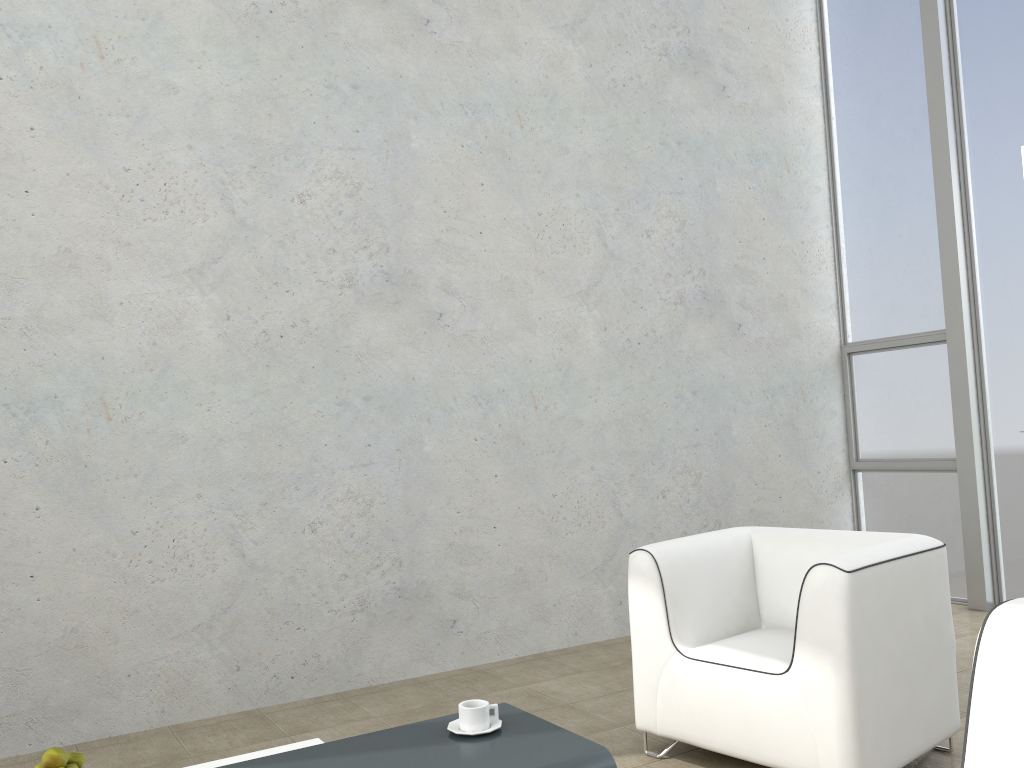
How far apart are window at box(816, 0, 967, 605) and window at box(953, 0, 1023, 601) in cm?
24

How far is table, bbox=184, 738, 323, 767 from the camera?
2.33m

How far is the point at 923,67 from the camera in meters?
5.4

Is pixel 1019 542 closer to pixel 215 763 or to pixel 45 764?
pixel 215 763

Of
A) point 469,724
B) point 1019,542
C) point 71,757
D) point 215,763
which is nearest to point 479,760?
point 469,724

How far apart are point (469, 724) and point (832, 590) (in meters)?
1.08

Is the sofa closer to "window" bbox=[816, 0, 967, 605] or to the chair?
the chair

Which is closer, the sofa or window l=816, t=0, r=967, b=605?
the sofa

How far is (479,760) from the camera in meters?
1.9

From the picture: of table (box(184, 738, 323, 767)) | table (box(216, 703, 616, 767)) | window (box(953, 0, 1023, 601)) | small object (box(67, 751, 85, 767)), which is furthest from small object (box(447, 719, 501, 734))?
window (box(953, 0, 1023, 601))
